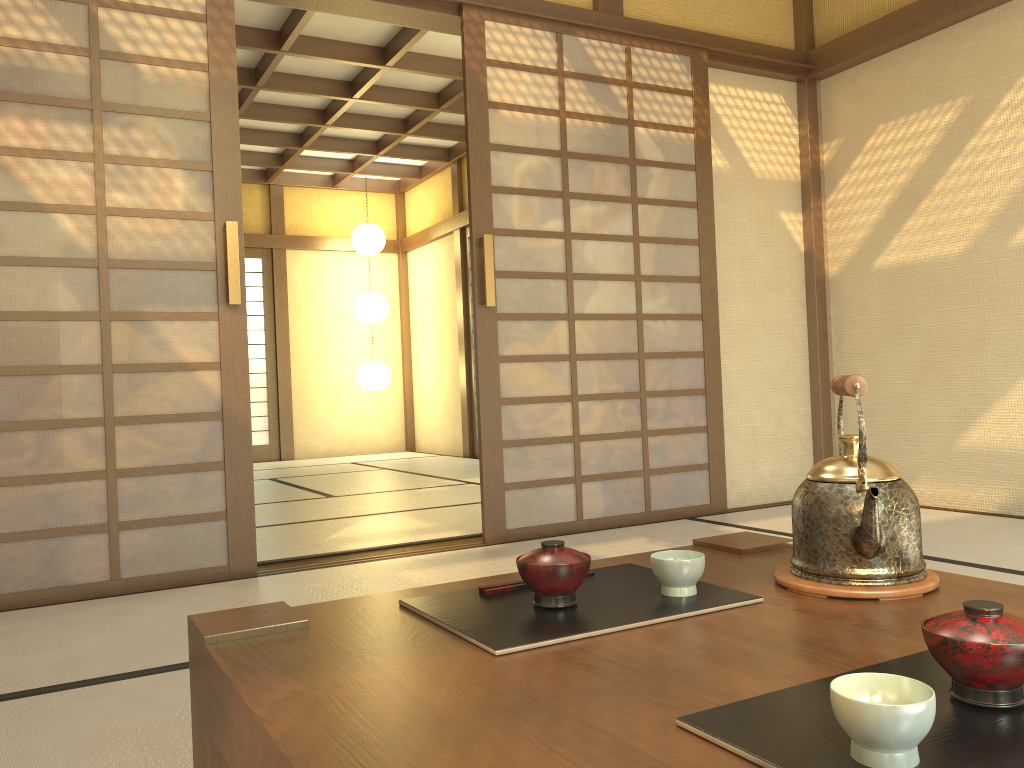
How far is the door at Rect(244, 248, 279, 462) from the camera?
9.2 meters

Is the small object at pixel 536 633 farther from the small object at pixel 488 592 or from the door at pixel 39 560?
the door at pixel 39 560

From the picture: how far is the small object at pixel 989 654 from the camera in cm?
73

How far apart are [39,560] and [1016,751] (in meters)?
2.99

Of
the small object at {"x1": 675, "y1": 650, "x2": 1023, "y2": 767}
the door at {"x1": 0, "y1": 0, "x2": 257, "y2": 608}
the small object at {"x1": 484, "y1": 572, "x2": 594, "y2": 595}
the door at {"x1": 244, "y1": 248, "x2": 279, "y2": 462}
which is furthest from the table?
the door at {"x1": 244, "y1": 248, "x2": 279, "y2": 462}

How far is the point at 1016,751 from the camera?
0.7 meters

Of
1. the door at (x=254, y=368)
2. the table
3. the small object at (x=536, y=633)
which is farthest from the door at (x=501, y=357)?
the door at (x=254, y=368)

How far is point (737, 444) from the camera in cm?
451

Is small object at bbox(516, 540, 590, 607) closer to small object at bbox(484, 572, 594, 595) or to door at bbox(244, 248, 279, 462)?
small object at bbox(484, 572, 594, 595)

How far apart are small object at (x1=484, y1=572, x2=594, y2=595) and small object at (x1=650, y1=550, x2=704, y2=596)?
0.2 meters
